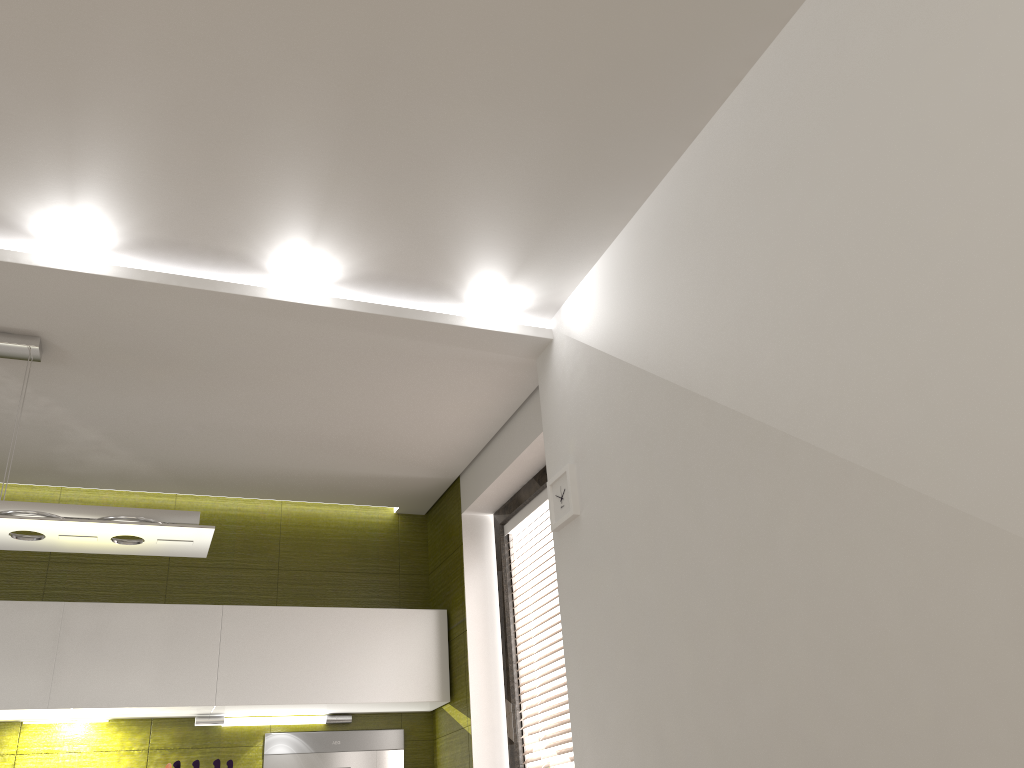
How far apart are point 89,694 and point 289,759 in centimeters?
96cm

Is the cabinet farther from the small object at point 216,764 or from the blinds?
the blinds

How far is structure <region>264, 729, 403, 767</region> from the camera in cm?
410

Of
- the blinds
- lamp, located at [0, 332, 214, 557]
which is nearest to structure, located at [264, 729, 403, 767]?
the blinds

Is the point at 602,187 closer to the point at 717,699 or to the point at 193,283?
the point at 193,283

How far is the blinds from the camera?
3.64m

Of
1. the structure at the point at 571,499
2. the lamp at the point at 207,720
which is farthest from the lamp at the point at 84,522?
the lamp at the point at 207,720

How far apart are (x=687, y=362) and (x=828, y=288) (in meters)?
0.56

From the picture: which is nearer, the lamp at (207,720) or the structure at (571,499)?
the structure at (571,499)

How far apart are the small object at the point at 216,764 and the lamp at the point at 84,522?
1.33m
